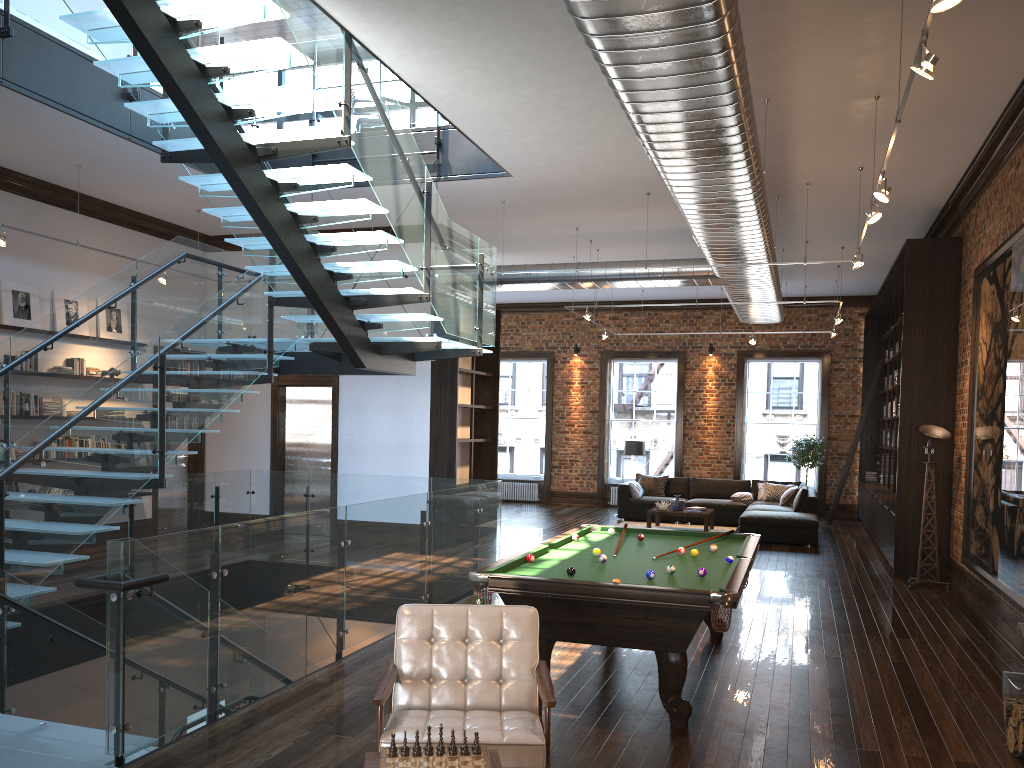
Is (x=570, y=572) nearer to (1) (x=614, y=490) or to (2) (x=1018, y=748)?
(2) (x=1018, y=748)

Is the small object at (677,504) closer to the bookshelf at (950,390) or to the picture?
the bookshelf at (950,390)

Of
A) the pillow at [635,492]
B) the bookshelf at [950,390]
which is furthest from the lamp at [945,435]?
the pillow at [635,492]

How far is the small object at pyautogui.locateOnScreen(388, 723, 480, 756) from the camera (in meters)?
3.16

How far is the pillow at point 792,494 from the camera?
15.22m

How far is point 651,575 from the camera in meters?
5.3

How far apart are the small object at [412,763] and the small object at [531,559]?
2.67m

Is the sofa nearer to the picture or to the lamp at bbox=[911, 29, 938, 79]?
the picture

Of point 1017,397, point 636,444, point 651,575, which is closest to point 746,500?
point 636,444

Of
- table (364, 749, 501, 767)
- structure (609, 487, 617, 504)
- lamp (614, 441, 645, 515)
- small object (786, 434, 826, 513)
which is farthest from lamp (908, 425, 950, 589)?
structure (609, 487, 617, 504)
